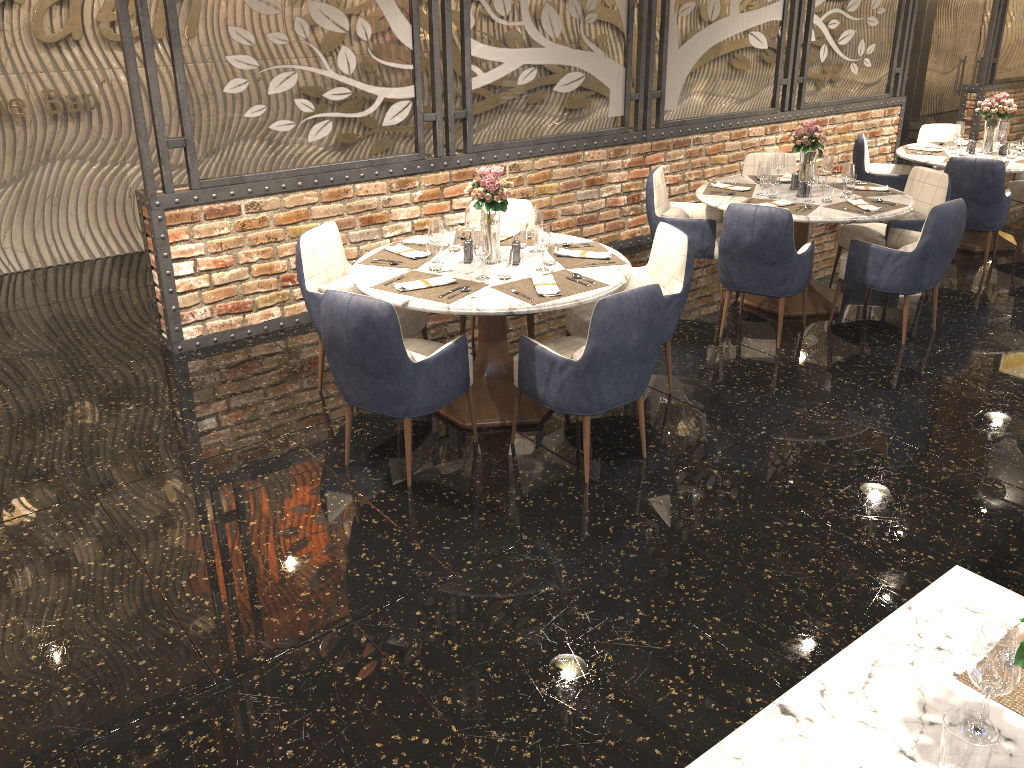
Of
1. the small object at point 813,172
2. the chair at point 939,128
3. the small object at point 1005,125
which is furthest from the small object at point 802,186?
the chair at point 939,128

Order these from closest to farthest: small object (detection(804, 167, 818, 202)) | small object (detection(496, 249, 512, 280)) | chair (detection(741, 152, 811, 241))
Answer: small object (detection(496, 249, 512, 280)) < small object (detection(804, 167, 818, 202)) < chair (detection(741, 152, 811, 241))

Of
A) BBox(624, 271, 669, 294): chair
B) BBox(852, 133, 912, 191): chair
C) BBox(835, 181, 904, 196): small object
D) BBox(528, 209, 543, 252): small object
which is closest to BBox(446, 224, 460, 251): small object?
BBox(528, 209, 543, 252): small object

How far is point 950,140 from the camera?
7.3m

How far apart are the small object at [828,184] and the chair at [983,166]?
1.6 meters

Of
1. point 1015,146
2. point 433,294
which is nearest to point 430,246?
point 433,294

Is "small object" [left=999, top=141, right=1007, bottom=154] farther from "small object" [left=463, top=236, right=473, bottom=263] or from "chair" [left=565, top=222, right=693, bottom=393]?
"small object" [left=463, top=236, right=473, bottom=263]

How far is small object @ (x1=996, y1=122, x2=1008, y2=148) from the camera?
7.28m

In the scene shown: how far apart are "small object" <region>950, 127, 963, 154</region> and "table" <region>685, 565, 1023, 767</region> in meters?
6.1 m

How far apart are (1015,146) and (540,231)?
4.8m
